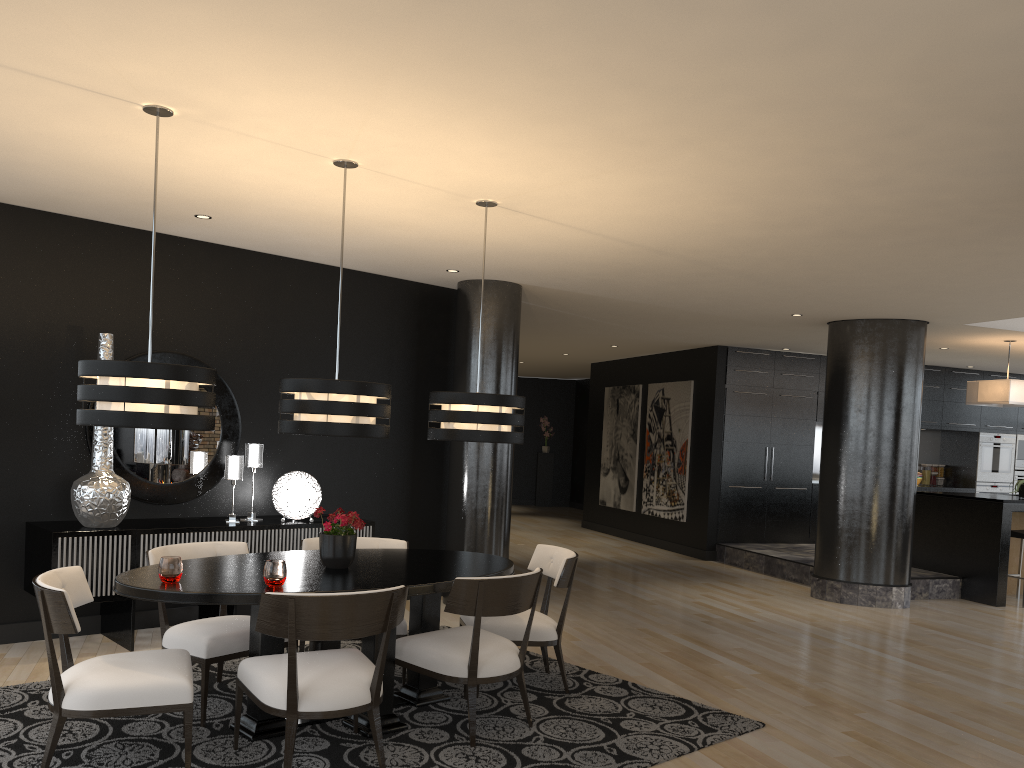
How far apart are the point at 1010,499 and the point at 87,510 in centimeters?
832cm

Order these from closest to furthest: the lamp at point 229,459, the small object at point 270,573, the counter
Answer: the small object at point 270,573 → the lamp at point 229,459 → the counter

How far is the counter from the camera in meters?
8.8

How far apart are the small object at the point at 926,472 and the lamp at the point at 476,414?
10.26m

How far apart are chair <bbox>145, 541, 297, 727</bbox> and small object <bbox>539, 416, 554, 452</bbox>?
14.0 meters

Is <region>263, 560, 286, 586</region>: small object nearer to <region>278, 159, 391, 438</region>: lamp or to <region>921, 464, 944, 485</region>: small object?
<region>278, 159, 391, 438</region>: lamp

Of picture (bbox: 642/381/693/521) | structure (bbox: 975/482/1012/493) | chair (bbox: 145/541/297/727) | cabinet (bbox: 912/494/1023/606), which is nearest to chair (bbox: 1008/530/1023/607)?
cabinet (bbox: 912/494/1023/606)

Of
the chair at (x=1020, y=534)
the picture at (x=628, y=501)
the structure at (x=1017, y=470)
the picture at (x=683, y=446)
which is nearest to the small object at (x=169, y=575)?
the chair at (x=1020, y=534)

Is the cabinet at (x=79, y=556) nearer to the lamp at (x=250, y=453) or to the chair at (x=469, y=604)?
the lamp at (x=250, y=453)

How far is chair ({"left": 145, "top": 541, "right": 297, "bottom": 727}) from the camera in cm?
409
